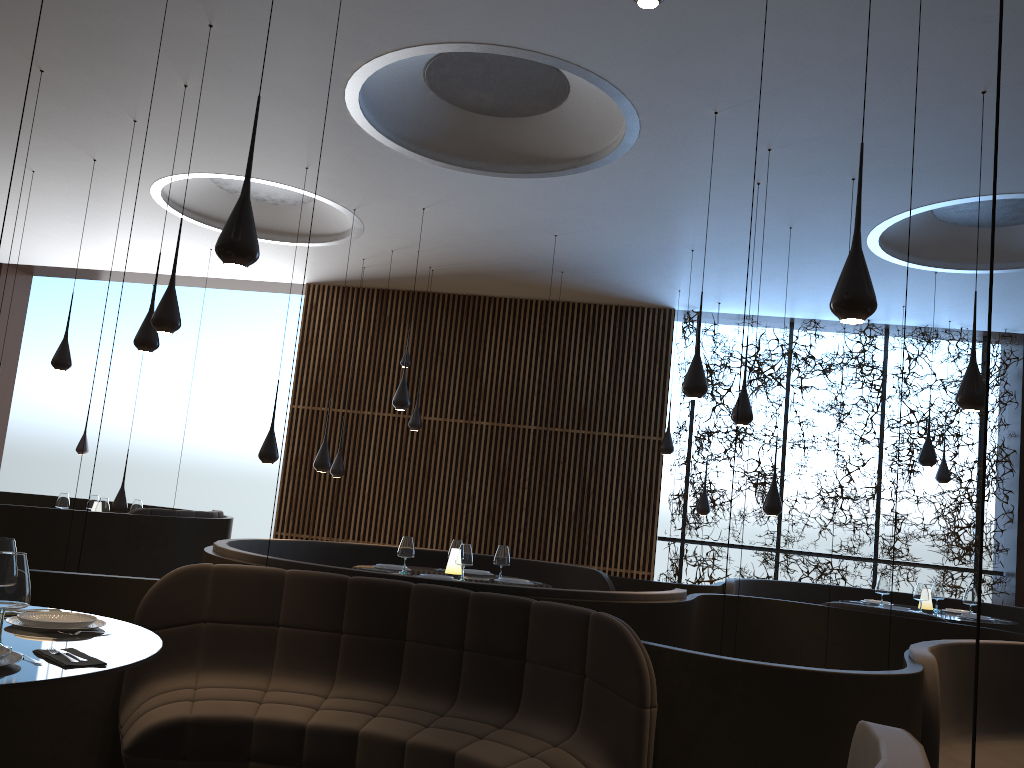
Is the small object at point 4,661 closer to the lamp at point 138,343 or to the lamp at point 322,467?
the lamp at point 138,343

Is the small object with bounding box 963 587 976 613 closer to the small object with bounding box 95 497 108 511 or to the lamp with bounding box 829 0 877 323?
the lamp with bounding box 829 0 877 323

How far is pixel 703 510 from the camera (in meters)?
11.91

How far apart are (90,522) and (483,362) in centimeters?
613cm

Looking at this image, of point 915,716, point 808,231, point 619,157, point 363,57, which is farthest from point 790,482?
point 915,716

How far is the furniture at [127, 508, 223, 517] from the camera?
9.30m

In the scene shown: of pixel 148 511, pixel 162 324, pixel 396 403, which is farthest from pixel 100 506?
pixel 162 324

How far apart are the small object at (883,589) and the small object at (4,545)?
8.45m

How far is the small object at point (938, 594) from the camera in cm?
934

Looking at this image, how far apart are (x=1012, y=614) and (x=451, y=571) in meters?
6.7 m
